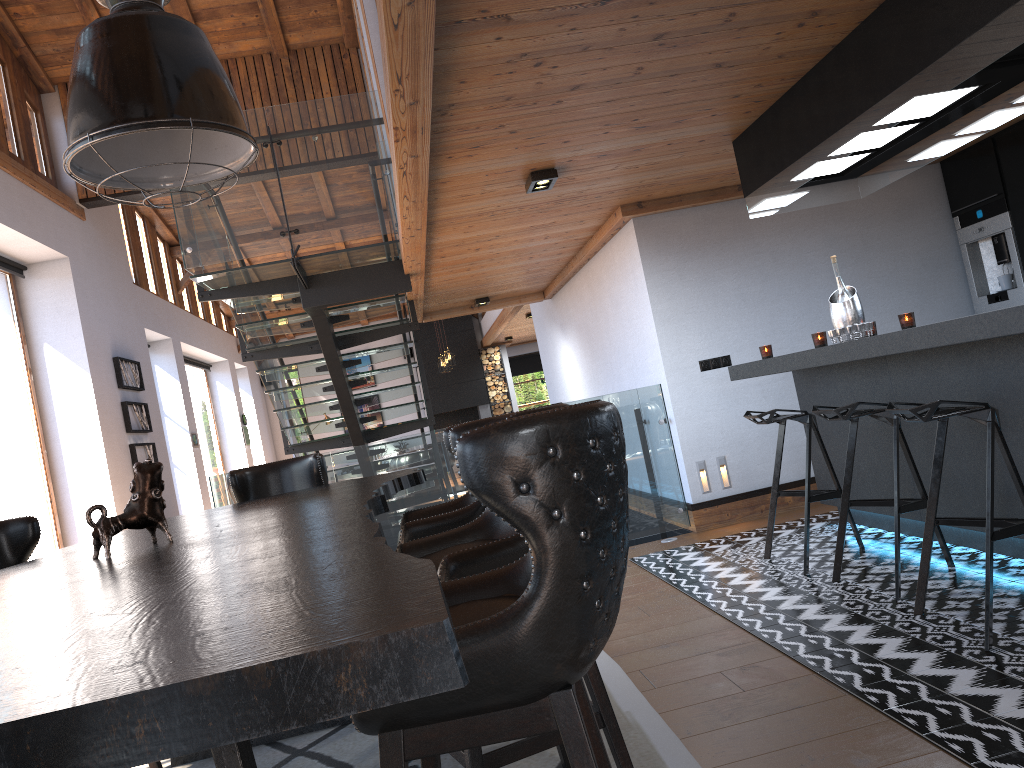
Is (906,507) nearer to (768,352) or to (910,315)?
(910,315)

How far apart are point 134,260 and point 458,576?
10.9m

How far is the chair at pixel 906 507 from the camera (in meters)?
3.81

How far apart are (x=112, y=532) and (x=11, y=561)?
1.22m

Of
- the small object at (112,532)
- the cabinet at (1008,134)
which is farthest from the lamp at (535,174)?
the cabinet at (1008,134)

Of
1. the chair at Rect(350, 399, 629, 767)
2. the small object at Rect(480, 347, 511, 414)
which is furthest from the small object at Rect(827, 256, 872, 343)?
the small object at Rect(480, 347, 511, 414)

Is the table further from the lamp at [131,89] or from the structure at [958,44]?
the structure at [958,44]

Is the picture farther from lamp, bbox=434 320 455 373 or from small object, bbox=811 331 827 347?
small object, bbox=811 331 827 347

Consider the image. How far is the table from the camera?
0.7m

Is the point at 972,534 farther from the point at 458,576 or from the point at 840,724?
the point at 458,576
